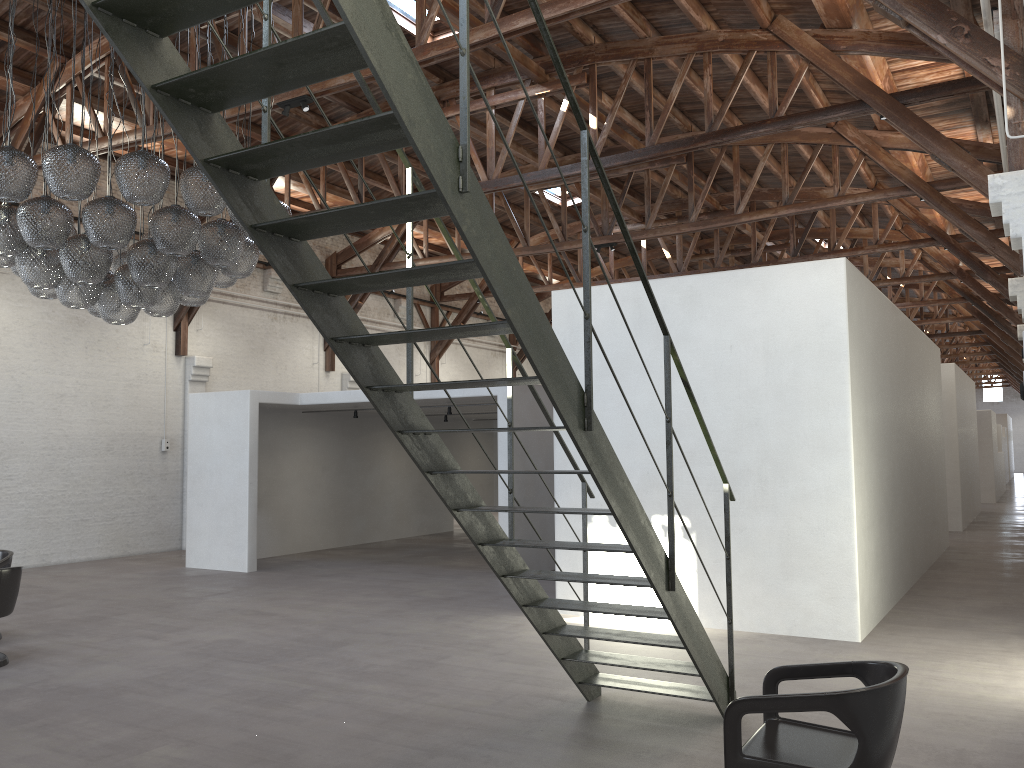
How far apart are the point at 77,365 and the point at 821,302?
11.08m

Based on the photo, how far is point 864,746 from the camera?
3.2m

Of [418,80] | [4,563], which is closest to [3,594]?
[4,563]

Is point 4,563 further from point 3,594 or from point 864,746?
point 864,746

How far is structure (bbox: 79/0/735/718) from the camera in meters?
2.8

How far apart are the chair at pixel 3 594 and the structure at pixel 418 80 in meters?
4.3 m

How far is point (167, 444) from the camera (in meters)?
14.85

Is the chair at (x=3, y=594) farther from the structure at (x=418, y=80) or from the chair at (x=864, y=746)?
the chair at (x=864, y=746)

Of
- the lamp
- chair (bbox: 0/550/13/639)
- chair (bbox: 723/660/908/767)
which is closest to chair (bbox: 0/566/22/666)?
chair (bbox: 0/550/13/639)

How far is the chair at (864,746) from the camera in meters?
3.2
